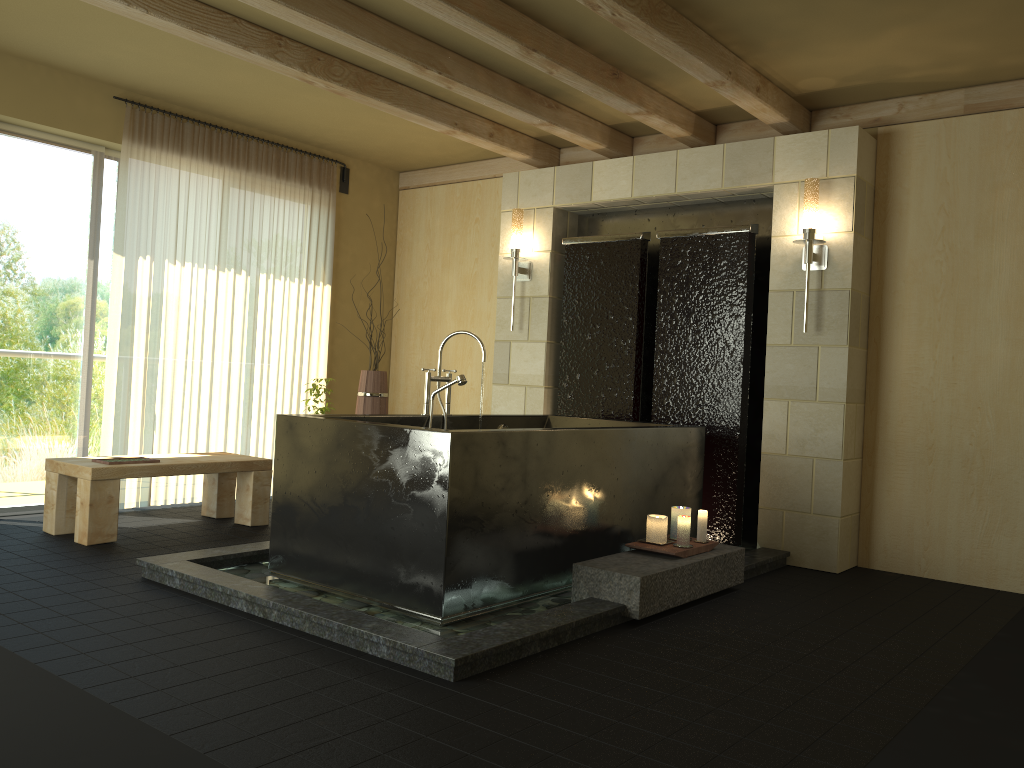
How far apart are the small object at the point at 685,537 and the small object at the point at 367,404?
2.9m

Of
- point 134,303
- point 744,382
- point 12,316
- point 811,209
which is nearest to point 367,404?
point 134,303

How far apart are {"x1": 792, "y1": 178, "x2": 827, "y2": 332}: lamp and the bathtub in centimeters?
105cm

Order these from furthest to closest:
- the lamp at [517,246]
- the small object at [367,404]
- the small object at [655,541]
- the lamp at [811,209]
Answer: the small object at [367,404]
the lamp at [517,246]
the lamp at [811,209]
the small object at [655,541]

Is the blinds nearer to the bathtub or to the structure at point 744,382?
the bathtub

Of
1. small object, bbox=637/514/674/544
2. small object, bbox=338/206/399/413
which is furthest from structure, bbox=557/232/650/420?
small object, bbox=637/514/674/544

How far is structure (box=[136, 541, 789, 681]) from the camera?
2.9 meters

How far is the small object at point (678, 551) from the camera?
3.9m

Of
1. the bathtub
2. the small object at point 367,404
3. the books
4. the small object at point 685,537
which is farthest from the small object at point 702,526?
the books

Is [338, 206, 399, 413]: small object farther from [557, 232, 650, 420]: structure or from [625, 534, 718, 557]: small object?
[625, 534, 718, 557]: small object
